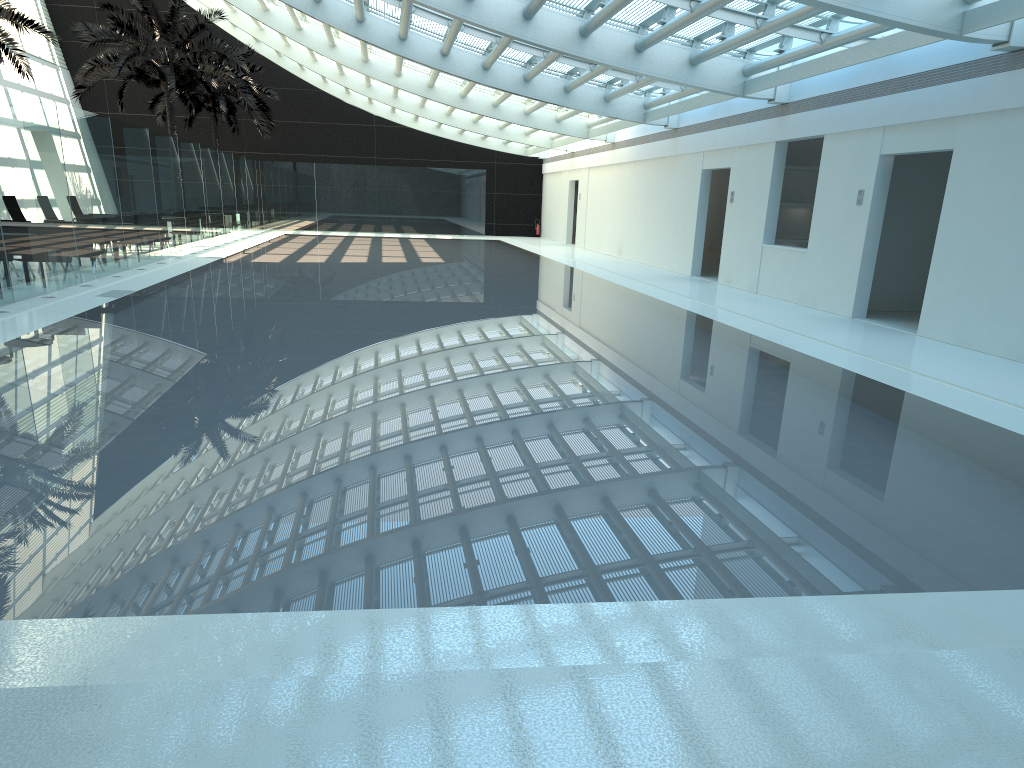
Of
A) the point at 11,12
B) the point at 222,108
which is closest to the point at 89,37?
the point at 11,12

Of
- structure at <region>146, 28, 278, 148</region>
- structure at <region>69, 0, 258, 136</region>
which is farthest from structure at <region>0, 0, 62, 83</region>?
structure at <region>146, 28, 278, 148</region>

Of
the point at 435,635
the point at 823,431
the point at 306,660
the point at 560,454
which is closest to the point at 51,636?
the point at 306,660

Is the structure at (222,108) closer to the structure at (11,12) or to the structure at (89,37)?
the structure at (89,37)

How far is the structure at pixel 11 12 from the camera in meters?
19.4 m

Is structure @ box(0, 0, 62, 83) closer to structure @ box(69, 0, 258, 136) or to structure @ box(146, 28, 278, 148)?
structure @ box(69, 0, 258, 136)

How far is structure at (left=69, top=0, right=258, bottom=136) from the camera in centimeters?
2497cm

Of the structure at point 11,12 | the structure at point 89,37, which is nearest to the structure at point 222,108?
the structure at point 89,37

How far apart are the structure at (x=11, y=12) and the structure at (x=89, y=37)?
3.8m

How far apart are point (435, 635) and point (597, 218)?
28.00m
